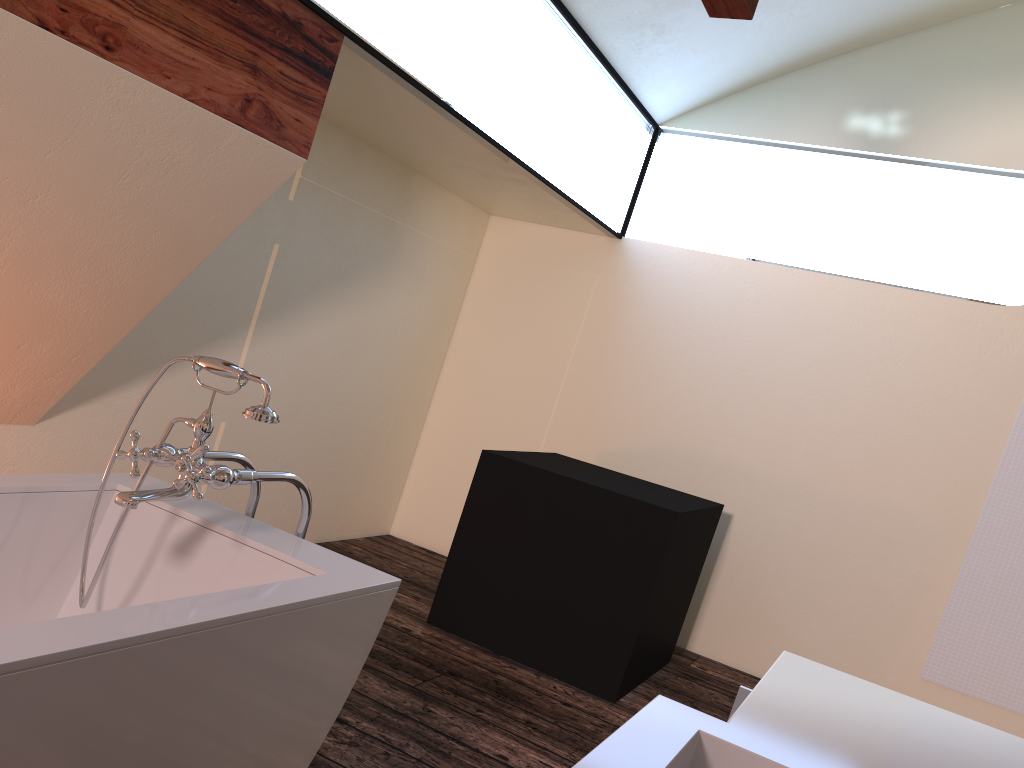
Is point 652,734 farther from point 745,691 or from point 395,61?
point 395,61

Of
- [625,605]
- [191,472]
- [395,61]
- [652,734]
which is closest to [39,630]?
[191,472]

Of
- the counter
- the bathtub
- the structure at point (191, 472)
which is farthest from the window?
the counter

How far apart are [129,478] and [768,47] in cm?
346

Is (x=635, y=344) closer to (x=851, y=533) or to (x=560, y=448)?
(x=560, y=448)

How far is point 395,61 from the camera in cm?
282

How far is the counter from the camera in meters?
0.9

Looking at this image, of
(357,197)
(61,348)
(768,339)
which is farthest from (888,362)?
(61,348)

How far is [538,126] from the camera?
3.7 meters

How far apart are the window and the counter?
2.02m
